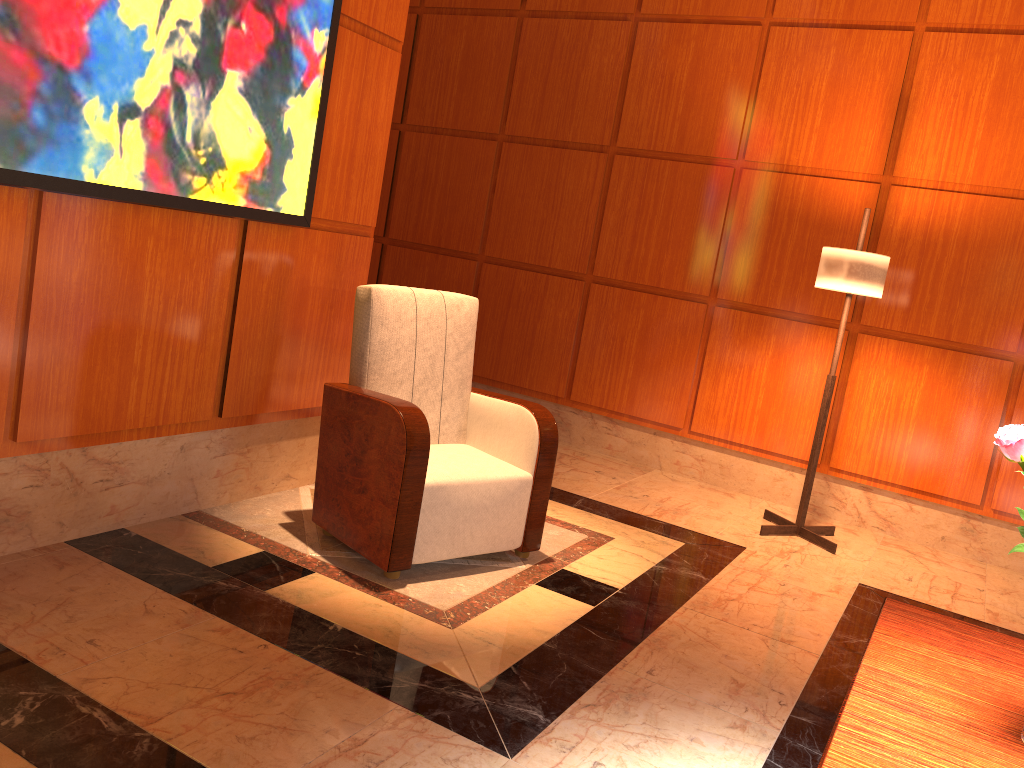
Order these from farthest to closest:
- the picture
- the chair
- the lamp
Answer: the lamp < the chair < the picture

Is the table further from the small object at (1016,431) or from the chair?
the chair

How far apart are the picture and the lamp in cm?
232

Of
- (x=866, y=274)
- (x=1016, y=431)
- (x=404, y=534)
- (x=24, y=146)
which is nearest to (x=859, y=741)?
(x=1016, y=431)

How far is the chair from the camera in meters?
3.0

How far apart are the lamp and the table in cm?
222

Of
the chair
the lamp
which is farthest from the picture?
the lamp

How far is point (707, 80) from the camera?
5.1m

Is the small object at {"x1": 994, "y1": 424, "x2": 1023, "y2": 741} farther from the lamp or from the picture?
the lamp

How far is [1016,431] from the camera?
1.4 meters
